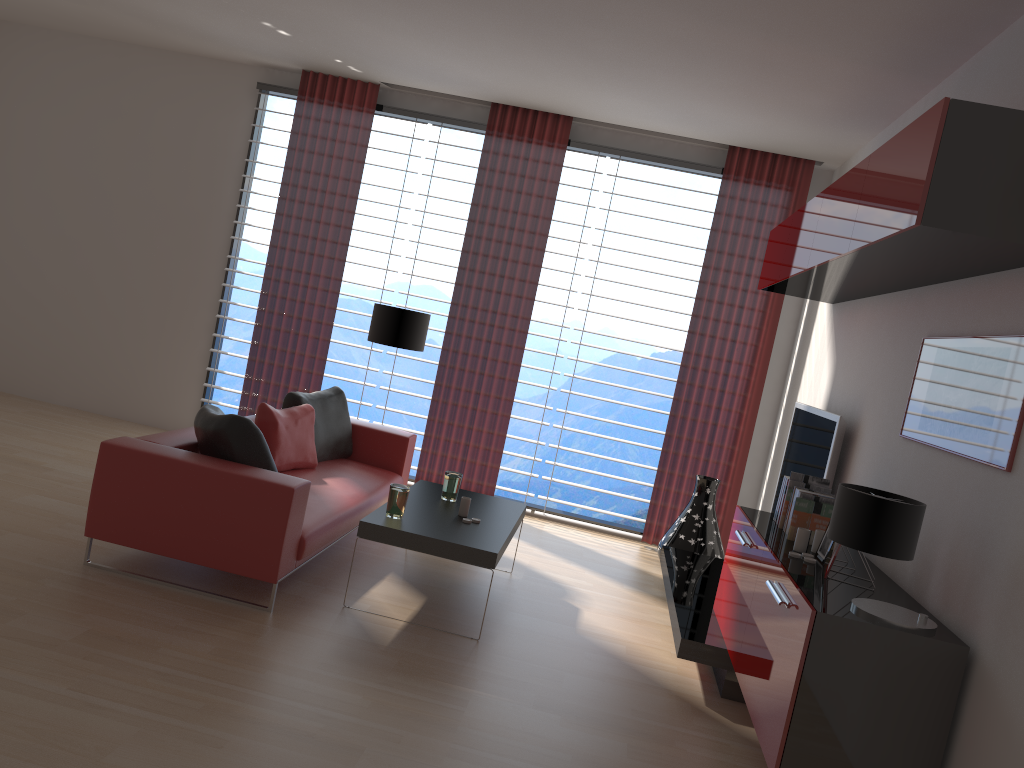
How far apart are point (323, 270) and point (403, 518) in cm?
446

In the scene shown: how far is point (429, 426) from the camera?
9.6m

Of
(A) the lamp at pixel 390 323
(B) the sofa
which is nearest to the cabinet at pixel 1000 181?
(A) the lamp at pixel 390 323

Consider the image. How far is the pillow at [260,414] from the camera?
6.9 meters

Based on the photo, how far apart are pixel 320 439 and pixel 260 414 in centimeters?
85cm

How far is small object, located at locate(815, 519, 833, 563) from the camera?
4.92m

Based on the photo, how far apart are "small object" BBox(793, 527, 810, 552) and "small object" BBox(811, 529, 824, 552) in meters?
0.1 m

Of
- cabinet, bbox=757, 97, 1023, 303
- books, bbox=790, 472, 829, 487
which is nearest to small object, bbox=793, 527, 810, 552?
books, bbox=790, 472, 829, 487

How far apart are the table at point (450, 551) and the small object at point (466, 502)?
0.1m

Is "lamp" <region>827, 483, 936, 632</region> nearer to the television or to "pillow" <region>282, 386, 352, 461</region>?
the television
